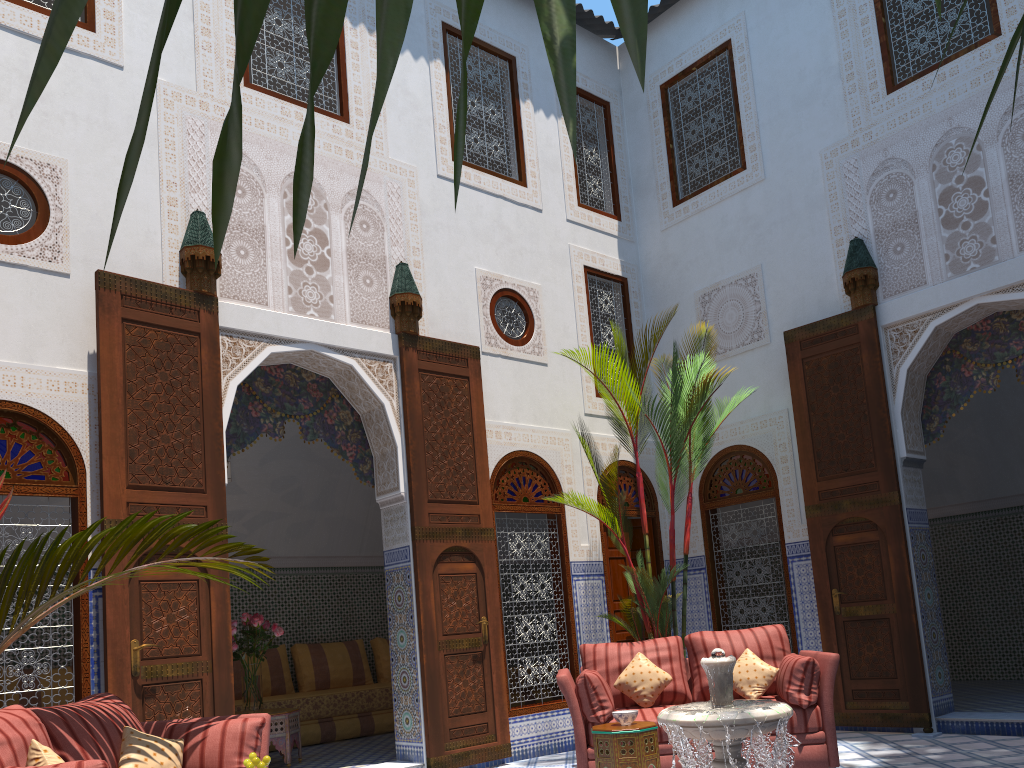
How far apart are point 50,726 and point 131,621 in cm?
110

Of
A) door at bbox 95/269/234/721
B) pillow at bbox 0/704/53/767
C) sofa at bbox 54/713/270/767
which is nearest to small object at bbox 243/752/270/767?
pillow at bbox 0/704/53/767

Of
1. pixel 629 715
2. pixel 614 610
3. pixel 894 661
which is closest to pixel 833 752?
pixel 629 715

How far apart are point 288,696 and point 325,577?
1.18m

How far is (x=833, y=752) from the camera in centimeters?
393cm

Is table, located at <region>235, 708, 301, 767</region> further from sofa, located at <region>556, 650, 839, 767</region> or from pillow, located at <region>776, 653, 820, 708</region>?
pillow, located at <region>776, 653, 820, 708</region>

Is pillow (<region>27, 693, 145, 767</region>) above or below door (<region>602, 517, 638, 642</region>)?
below

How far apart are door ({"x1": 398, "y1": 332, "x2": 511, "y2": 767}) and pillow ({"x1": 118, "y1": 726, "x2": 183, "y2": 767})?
1.8m

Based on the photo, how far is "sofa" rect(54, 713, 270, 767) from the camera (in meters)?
3.11

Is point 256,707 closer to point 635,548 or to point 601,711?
point 601,711
